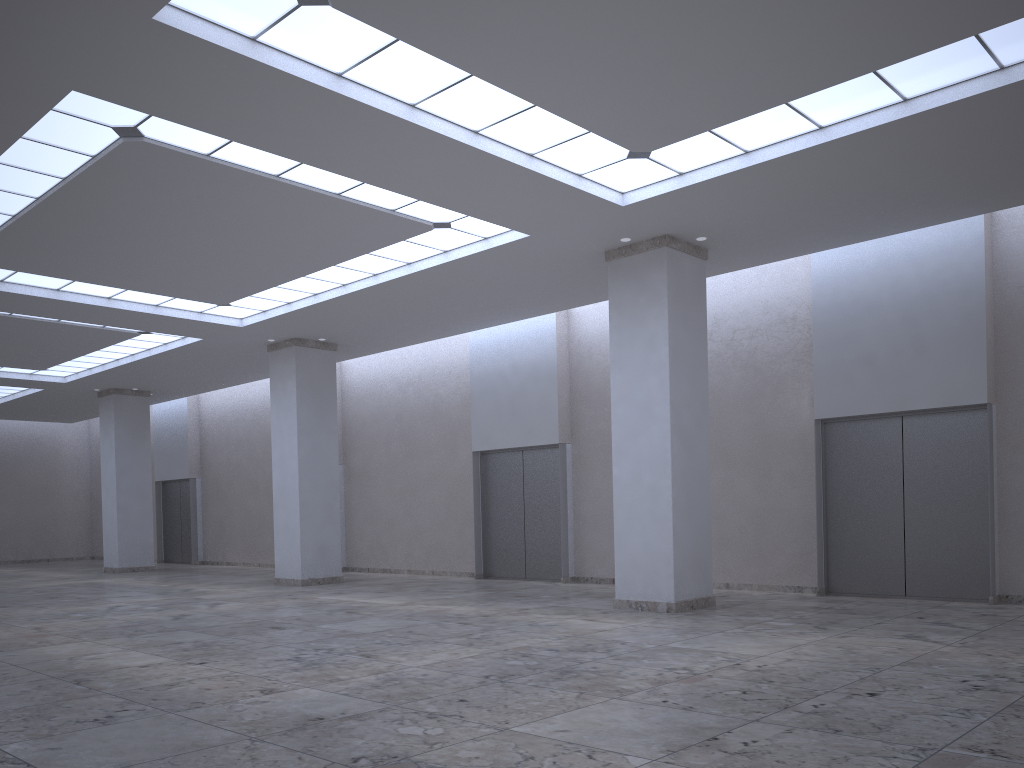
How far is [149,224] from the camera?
38.87m
